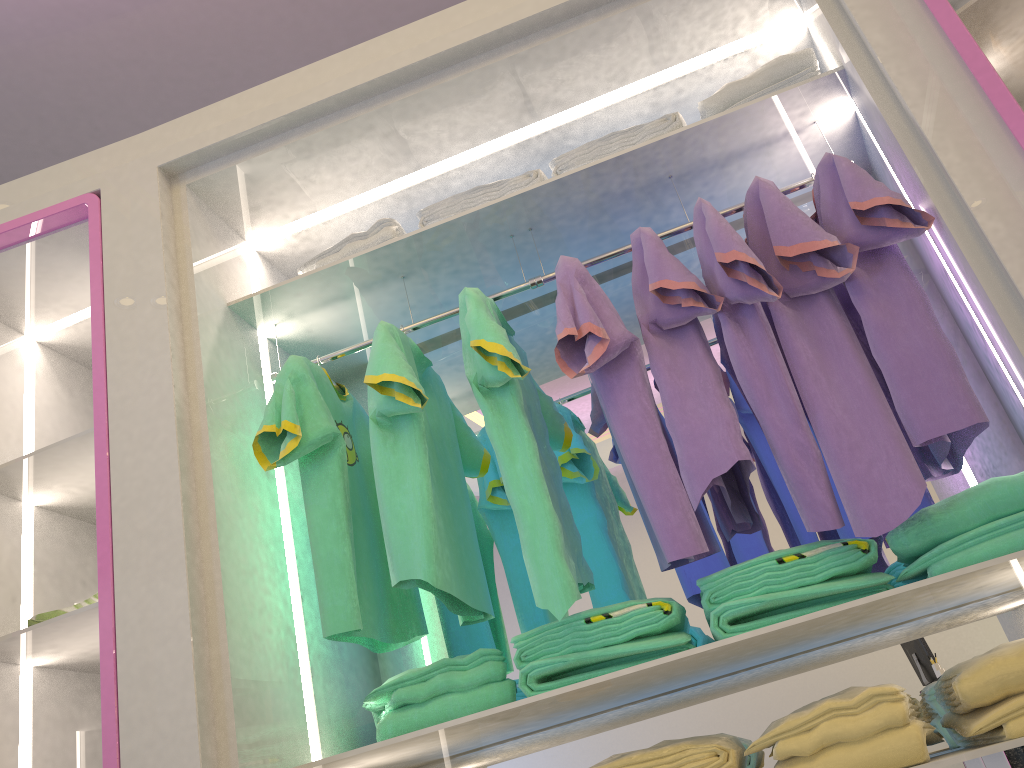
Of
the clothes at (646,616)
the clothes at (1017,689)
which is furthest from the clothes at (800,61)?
the clothes at (1017,689)

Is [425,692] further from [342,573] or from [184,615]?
[184,615]

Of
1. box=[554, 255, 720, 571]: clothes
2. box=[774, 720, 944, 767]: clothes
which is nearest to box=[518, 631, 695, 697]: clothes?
box=[554, 255, 720, 571]: clothes

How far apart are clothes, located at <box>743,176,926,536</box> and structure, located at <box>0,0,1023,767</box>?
0.1m

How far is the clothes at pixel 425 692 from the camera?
1.7m

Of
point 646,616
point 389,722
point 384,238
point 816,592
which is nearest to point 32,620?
point 389,722

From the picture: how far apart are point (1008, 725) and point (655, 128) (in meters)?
1.41

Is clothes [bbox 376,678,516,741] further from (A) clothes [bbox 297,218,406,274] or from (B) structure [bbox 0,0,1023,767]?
(A) clothes [bbox 297,218,406,274]

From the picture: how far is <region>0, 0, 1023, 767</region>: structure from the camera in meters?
1.6

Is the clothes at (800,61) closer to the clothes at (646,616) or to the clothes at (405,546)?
the clothes at (405,546)
